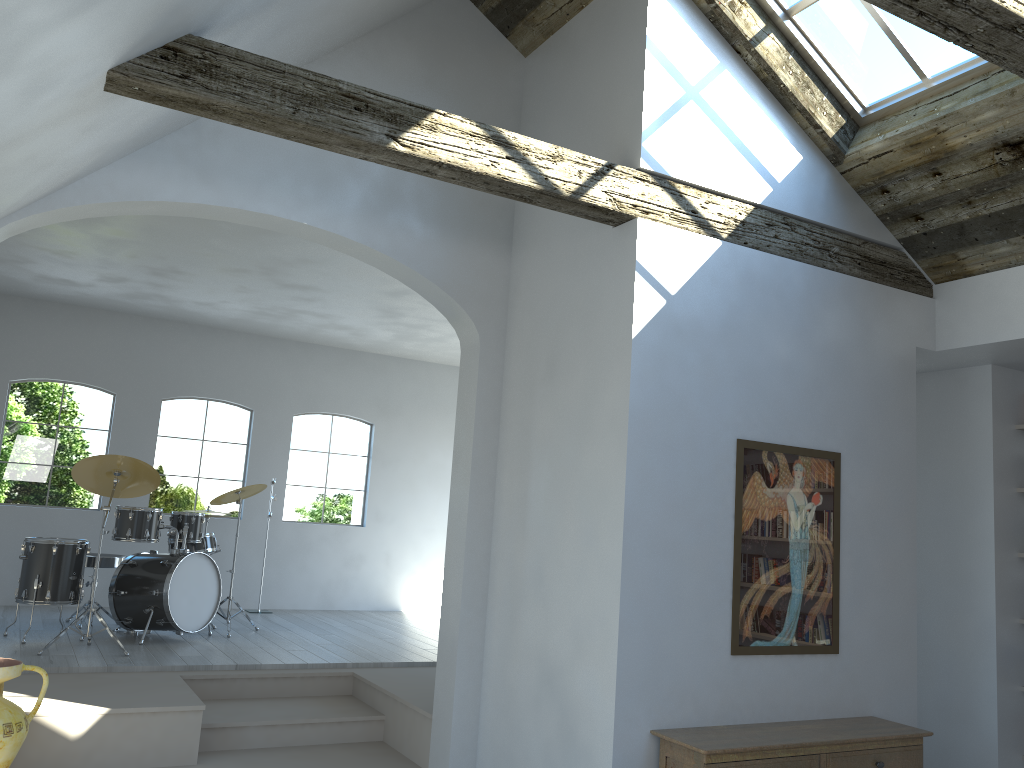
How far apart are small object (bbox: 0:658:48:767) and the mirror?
3.39m

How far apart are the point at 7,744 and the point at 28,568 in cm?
266

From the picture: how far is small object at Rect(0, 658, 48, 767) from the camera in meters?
4.2 m

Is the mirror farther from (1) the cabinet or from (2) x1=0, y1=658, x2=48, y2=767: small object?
(2) x1=0, y1=658, x2=48, y2=767: small object

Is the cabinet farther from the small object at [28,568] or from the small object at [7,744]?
the small object at [28,568]

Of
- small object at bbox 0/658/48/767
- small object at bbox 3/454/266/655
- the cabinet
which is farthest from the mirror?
small object at bbox 3/454/266/655

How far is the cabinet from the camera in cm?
380

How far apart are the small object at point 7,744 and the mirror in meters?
3.4 m

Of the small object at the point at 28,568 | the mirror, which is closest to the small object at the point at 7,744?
the small object at the point at 28,568

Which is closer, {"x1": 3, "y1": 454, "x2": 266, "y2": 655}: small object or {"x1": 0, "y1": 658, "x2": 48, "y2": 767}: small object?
{"x1": 0, "y1": 658, "x2": 48, "y2": 767}: small object
